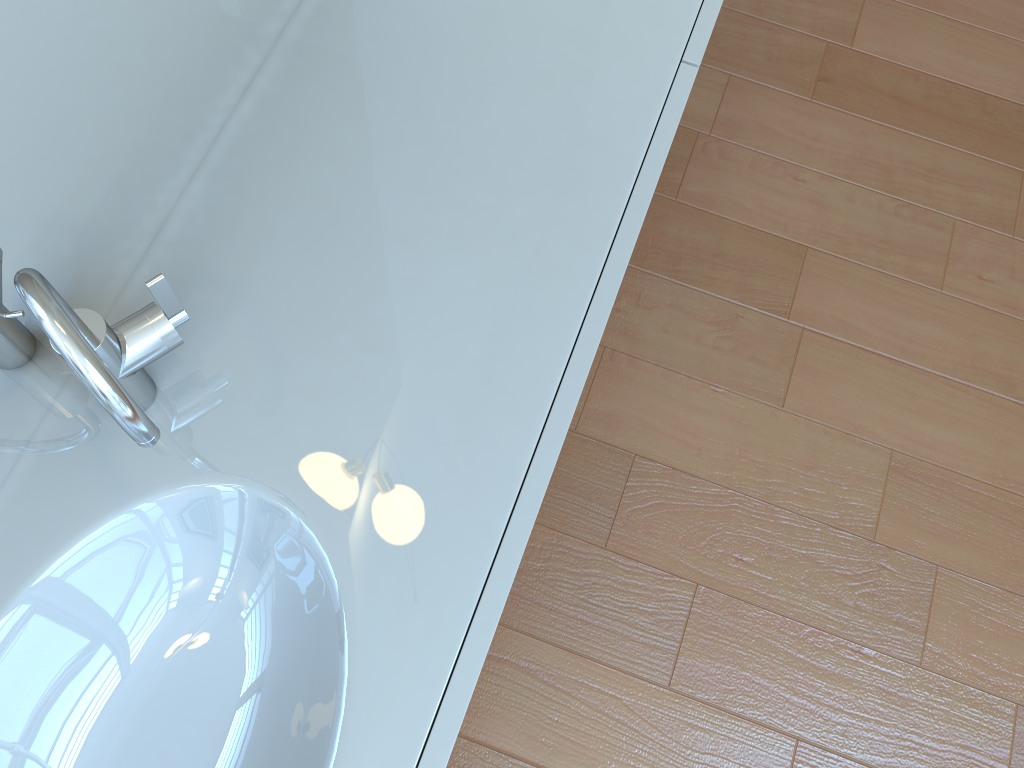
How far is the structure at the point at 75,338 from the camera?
0.6 meters

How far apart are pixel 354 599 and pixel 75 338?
0.3m

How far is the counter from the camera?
0.8m

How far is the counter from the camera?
0.8 meters

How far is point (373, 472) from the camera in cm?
81

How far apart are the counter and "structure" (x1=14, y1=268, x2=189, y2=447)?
0.0m

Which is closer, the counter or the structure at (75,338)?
the structure at (75,338)

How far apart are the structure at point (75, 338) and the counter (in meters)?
0.01

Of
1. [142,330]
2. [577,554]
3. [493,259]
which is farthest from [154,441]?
[577,554]
